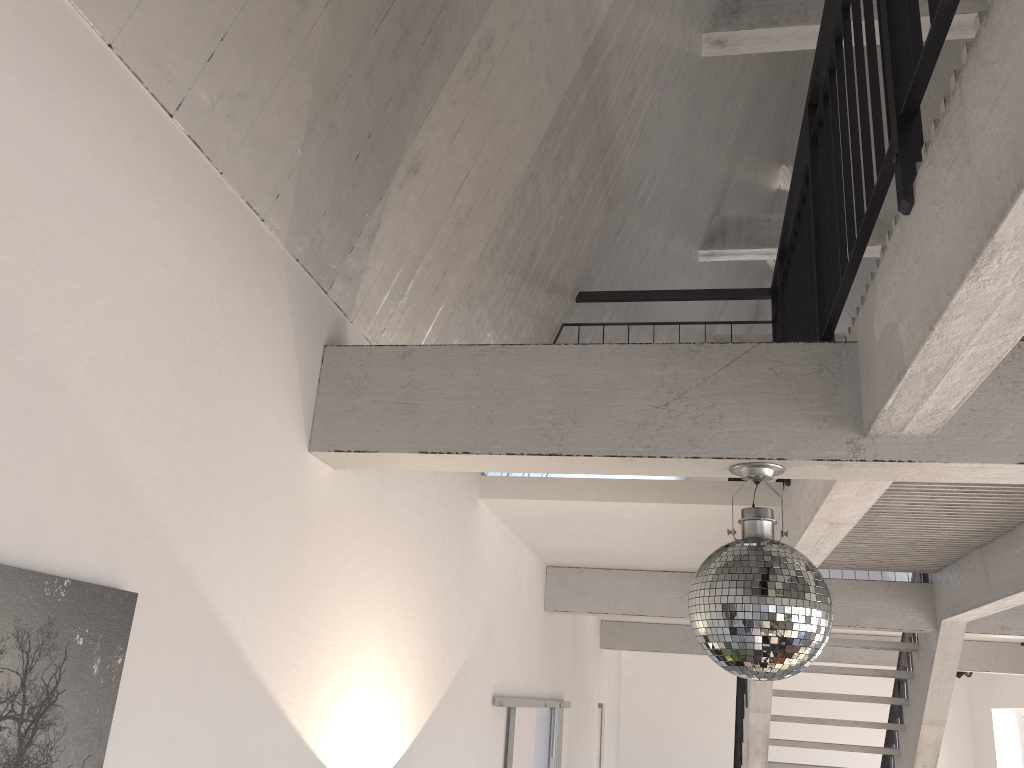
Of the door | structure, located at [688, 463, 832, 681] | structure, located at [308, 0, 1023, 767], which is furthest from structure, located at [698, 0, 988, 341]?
the door

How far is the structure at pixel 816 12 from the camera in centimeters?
507cm

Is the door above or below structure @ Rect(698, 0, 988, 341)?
below

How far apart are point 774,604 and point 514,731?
3.4m

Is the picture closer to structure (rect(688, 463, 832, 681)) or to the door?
structure (rect(688, 463, 832, 681))

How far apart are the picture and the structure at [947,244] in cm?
85

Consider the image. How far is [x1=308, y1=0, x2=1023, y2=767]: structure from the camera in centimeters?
146cm

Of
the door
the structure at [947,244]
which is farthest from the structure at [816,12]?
the door

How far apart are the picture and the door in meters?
3.4

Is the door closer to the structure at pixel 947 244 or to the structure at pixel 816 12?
the structure at pixel 947 244
